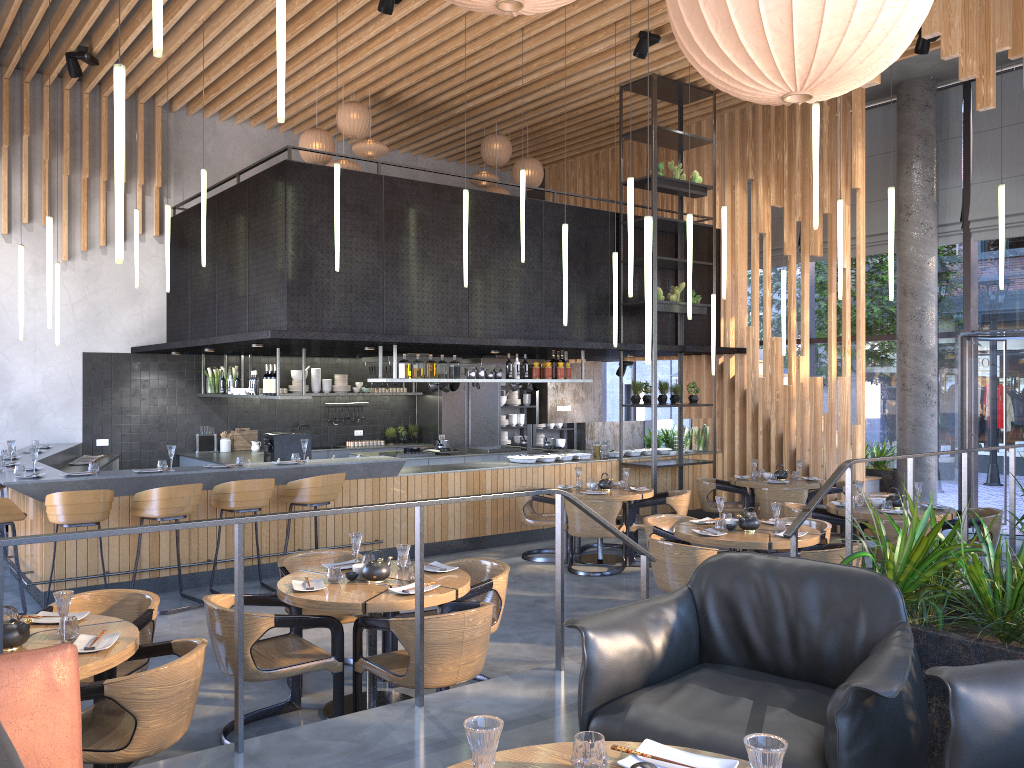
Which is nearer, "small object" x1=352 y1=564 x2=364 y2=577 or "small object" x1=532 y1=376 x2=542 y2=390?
"small object" x1=352 y1=564 x2=364 y2=577

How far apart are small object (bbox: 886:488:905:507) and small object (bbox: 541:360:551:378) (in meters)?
4.41

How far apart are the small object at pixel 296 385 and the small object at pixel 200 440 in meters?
1.3 m

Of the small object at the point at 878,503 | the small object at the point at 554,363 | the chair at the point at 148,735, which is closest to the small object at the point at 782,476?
the chair at the point at 148,735

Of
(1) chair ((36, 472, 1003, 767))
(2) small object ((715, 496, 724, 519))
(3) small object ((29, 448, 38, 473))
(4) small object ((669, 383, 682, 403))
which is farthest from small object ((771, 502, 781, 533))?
(3) small object ((29, 448, 38, 473))

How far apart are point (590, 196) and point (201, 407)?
6.28m

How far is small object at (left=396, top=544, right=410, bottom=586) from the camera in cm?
490

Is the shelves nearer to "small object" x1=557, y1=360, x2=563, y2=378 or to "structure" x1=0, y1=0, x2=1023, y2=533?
"structure" x1=0, y1=0, x2=1023, y2=533

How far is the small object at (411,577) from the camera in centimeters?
499cm

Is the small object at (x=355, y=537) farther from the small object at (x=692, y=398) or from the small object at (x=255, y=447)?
the small object at (x=255, y=447)
